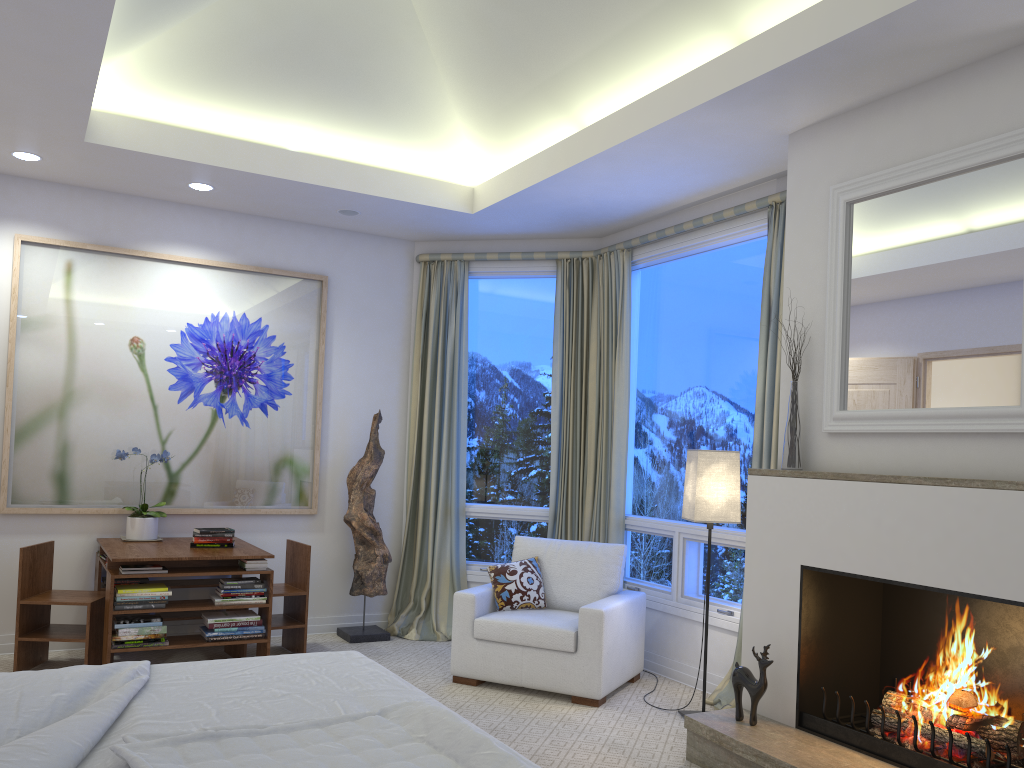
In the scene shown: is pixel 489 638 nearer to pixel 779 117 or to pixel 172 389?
pixel 172 389

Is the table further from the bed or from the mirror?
the mirror

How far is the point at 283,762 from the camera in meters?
1.7 m

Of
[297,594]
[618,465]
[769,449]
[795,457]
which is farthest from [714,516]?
[297,594]

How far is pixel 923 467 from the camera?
3.00m

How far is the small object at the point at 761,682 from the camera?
3.2 meters

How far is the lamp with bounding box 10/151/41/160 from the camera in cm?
431

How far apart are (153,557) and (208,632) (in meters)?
0.45

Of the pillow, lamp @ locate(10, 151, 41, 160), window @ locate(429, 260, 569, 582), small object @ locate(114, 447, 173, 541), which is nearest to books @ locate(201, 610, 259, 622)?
small object @ locate(114, 447, 173, 541)

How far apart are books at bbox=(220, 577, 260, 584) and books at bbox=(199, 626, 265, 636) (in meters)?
0.24
